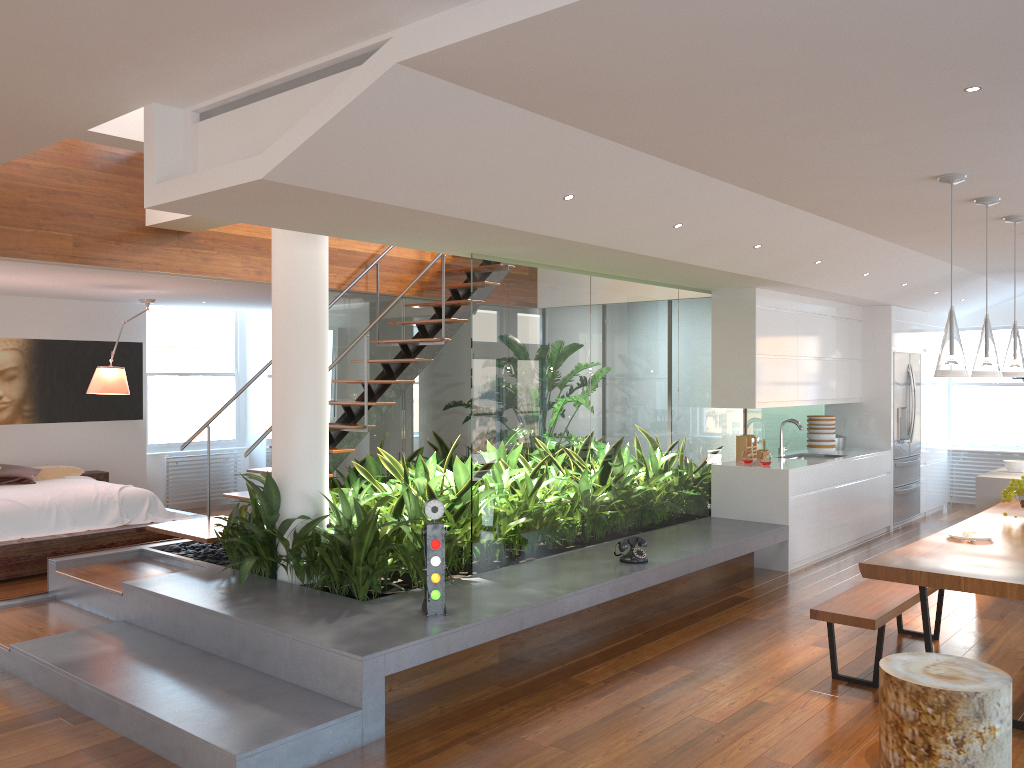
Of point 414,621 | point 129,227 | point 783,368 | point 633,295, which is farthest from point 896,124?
point 129,227

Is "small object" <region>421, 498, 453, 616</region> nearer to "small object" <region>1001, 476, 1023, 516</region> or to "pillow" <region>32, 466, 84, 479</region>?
"small object" <region>1001, 476, 1023, 516</region>

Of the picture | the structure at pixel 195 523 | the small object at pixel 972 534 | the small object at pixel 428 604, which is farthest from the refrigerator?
the picture

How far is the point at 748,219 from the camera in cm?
516

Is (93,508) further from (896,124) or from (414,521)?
(896,124)

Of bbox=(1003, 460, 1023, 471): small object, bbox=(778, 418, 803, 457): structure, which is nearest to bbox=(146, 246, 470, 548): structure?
bbox=(778, 418, 803, 457): structure

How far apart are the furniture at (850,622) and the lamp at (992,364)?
1.2m

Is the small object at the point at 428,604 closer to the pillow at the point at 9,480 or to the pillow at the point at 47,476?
the pillow at the point at 9,480

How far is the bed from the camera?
6.78m

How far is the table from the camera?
3.7 meters
